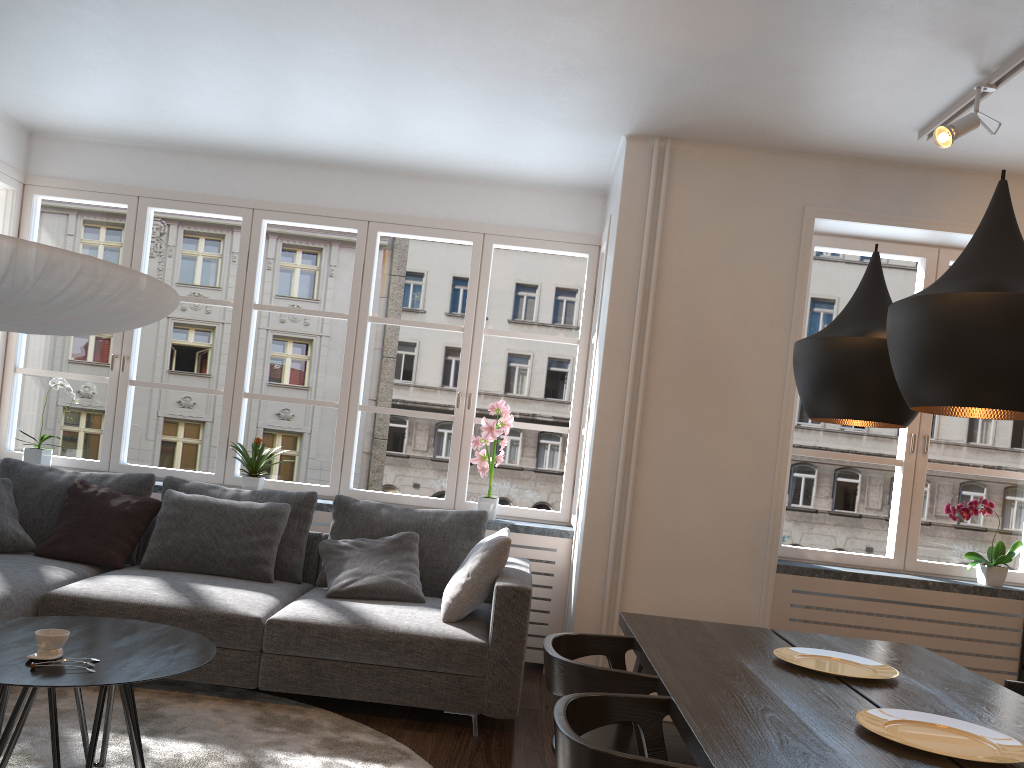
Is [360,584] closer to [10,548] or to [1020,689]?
[10,548]

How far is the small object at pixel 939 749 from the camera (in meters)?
1.86

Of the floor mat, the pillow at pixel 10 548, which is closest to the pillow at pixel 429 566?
the floor mat

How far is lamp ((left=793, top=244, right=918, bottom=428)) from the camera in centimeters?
247cm

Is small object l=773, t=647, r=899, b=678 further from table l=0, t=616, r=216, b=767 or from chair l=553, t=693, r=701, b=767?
table l=0, t=616, r=216, b=767

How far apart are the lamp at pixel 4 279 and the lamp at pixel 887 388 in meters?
2.0

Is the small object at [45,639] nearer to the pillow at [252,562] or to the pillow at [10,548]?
the pillow at [252,562]

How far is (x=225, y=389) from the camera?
5.26m

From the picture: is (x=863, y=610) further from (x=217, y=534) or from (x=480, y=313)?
(x=217, y=534)

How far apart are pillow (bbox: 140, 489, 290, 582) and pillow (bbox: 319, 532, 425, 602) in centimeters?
23cm
